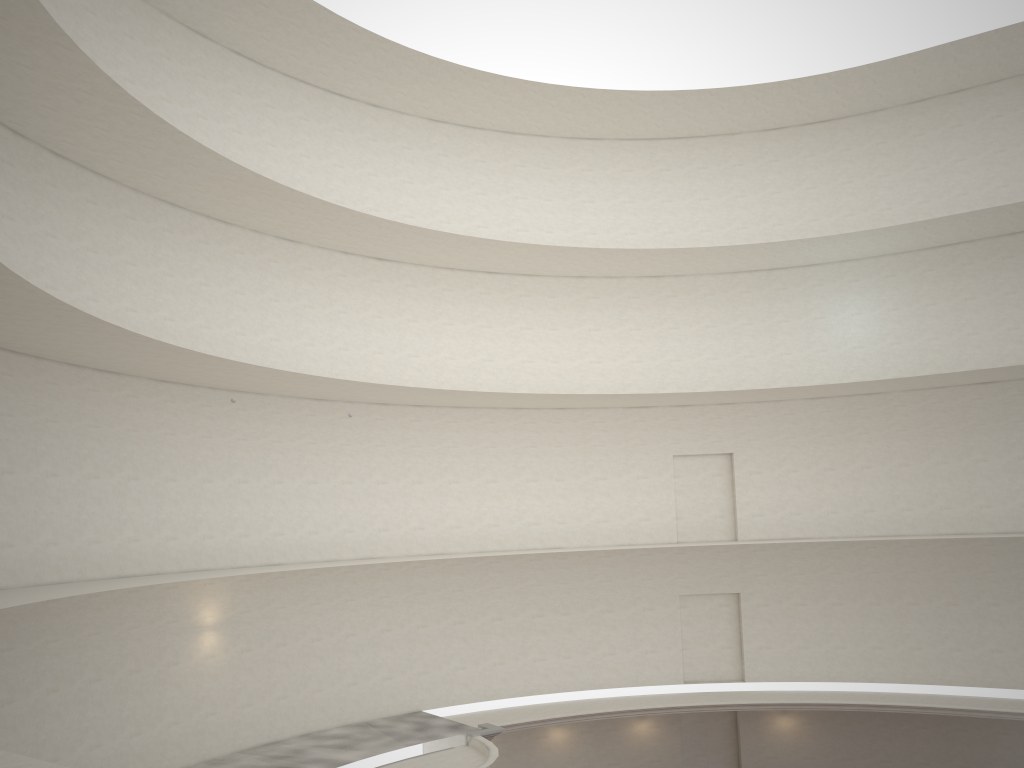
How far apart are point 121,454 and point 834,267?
20.5m
